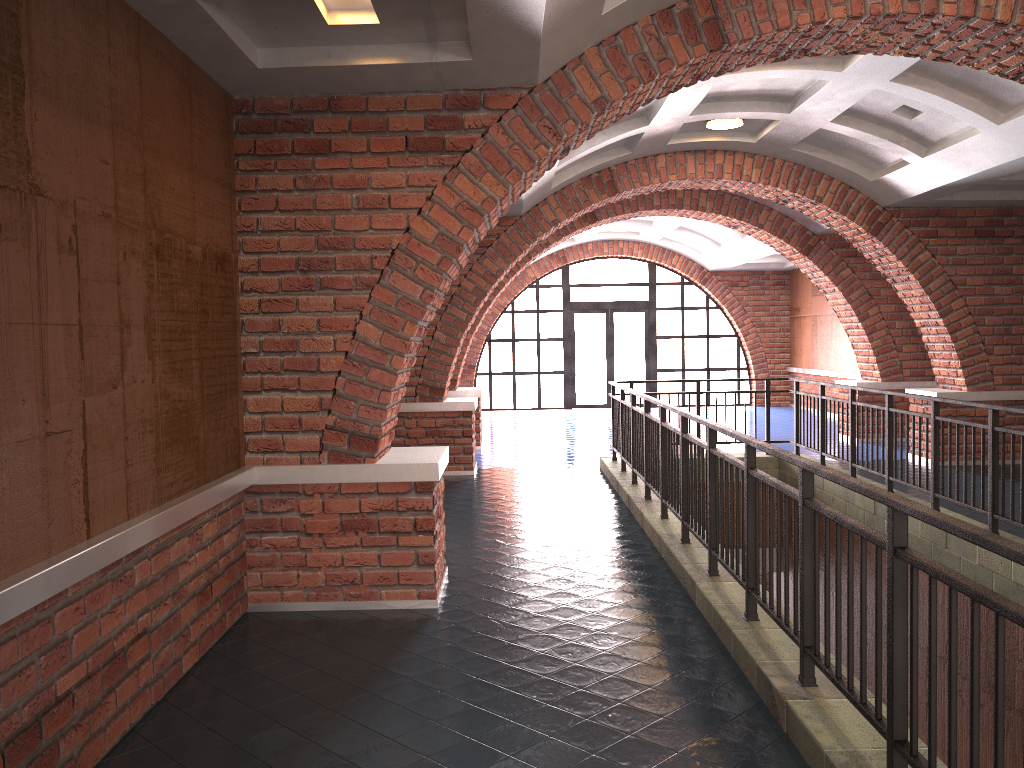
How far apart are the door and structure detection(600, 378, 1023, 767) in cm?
930

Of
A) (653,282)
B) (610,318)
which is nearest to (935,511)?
(610,318)

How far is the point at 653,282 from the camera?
19.8 meters

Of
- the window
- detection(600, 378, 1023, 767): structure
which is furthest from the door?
detection(600, 378, 1023, 767): structure

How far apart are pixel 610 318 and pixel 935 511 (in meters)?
17.47

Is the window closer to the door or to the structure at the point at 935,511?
the door

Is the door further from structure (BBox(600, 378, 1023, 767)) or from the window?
structure (BBox(600, 378, 1023, 767))

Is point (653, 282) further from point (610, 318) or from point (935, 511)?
point (935, 511)

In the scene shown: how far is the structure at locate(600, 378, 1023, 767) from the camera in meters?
2.5

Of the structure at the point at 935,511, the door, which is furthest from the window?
the structure at the point at 935,511
